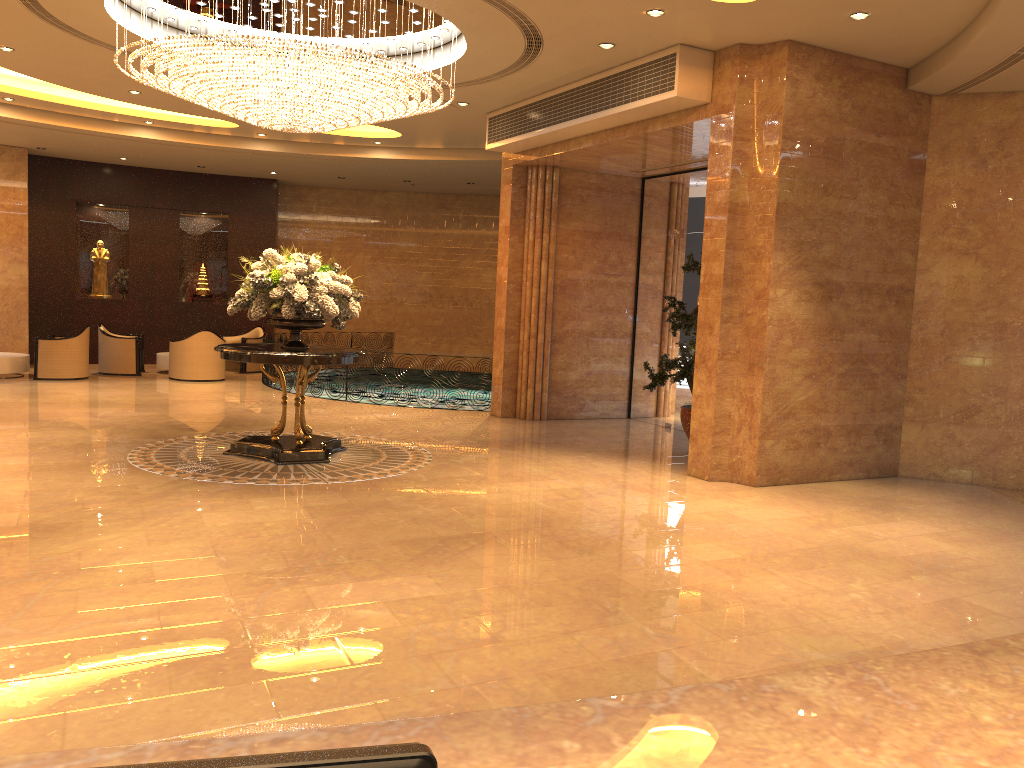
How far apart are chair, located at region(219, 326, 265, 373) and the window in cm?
809

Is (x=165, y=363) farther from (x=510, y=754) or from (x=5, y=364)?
(x=510, y=754)

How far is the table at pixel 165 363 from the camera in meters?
16.4

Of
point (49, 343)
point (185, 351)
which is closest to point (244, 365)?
point (185, 351)

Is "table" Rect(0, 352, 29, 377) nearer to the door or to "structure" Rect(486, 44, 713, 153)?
"structure" Rect(486, 44, 713, 153)

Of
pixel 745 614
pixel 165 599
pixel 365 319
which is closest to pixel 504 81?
pixel 745 614

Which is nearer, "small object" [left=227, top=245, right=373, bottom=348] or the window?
"small object" [left=227, top=245, right=373, bottom=348]

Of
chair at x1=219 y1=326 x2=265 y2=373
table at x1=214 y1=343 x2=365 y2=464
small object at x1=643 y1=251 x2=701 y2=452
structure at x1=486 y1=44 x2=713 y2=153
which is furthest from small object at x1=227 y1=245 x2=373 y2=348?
chair at x1=219 y1=326 x2=265 y2=373

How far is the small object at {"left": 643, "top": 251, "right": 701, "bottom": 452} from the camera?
9.90m

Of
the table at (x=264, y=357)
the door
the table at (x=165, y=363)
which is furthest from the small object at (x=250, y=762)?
the table at (x=165, y=363)
